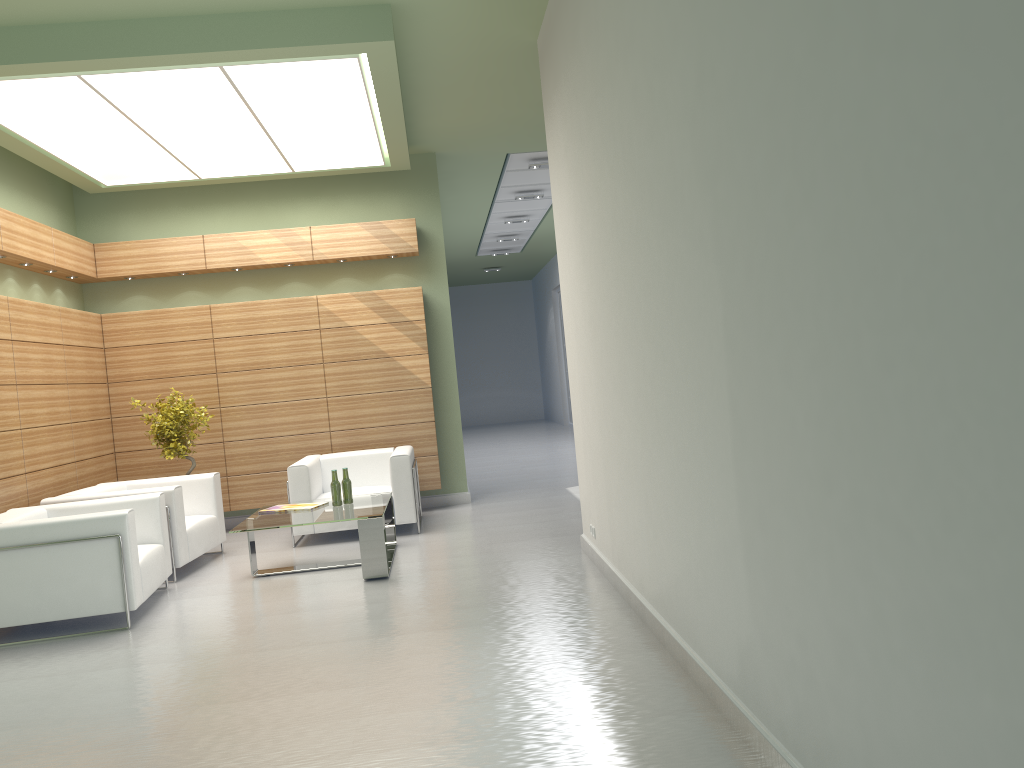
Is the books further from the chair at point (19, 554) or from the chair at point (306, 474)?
the chair at point (19, 554)

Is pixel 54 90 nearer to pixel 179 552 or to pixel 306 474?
pixel 179 552

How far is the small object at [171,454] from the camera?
13.6 meters

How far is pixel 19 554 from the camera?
9.08m

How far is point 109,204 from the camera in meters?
15.5 m

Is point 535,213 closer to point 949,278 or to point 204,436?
point 204,436

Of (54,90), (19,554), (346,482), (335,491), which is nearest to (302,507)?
(335,491)

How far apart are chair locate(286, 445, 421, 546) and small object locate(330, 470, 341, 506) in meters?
1.7 m

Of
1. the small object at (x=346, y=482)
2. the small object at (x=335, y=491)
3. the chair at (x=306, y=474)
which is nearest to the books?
the small object at (x=335, y=491)

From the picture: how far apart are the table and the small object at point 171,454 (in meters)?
2.76
